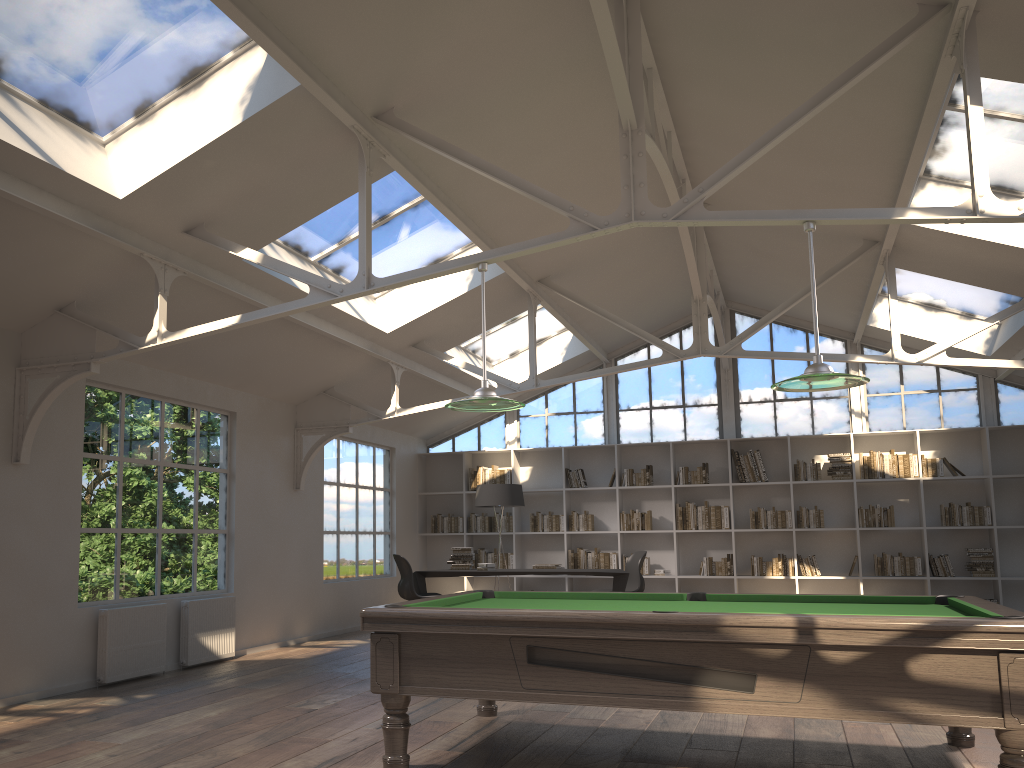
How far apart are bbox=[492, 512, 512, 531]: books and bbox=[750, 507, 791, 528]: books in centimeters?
324cm

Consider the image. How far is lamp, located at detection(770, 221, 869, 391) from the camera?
4.3m

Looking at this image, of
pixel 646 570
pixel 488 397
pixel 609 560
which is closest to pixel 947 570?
pixel 646 570

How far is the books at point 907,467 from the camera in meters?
10.7

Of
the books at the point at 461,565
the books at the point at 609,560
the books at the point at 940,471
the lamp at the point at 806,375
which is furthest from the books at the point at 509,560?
the lamp at the point at 806,375

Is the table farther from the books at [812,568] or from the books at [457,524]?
the books at [812,568]

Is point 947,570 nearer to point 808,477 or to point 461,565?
point 808,477

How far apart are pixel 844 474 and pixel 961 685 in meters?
7.9

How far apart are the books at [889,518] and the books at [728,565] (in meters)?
1.66

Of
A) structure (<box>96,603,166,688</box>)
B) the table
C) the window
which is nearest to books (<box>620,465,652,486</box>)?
the window
